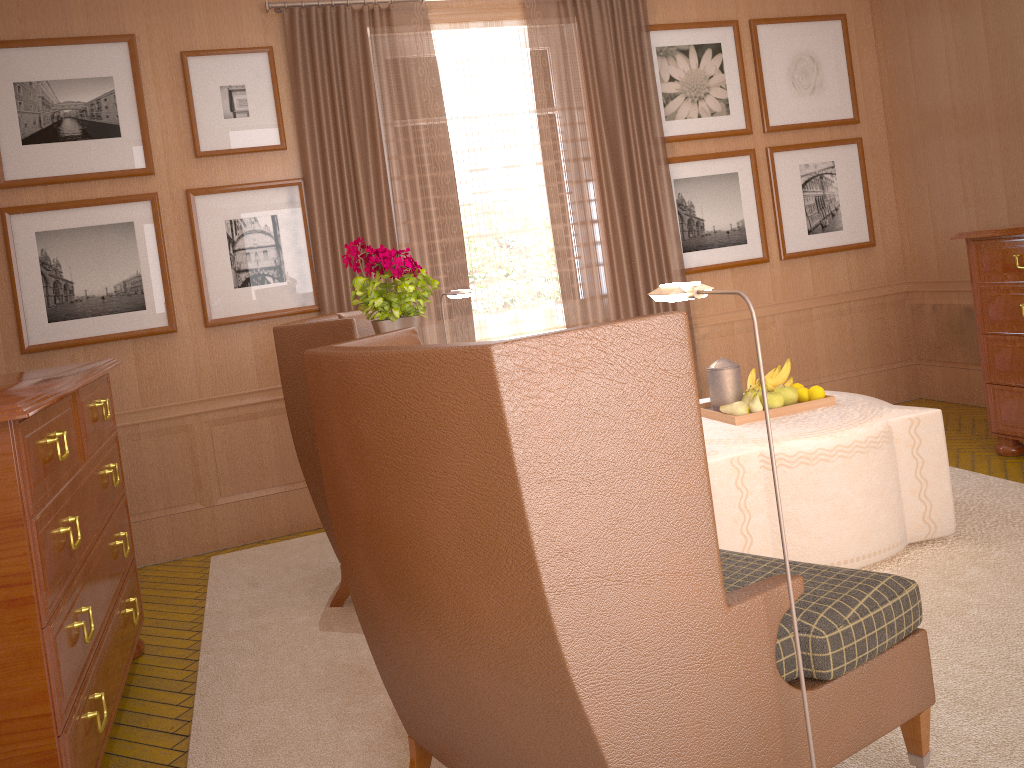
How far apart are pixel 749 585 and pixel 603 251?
6.0 meters

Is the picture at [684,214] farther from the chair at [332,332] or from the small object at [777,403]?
the chair at [332,332]

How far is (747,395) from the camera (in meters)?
6.15

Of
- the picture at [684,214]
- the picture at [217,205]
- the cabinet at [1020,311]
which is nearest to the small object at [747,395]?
the cabinet at [1020,311]

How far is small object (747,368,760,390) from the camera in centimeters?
652cm

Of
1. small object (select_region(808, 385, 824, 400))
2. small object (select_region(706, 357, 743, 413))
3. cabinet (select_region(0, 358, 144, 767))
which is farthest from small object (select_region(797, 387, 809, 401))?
cabinet (select_region(0, 358, 144, 767))

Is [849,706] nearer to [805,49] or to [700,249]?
[700,249]

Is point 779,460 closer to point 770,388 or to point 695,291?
point 770,388

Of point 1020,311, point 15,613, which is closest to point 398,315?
point 15,613

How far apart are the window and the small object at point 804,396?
3.1 meters
